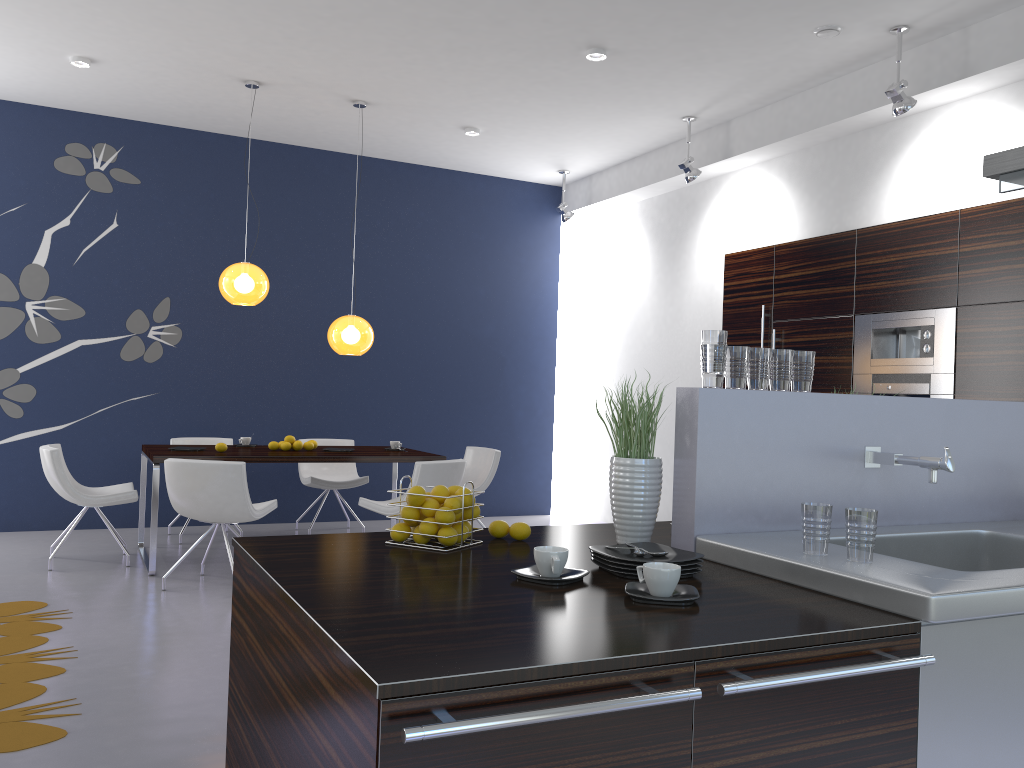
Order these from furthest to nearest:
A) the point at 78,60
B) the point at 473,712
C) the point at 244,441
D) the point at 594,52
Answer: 1. the point at 244,441
2. the point at 78,60
3. the point at 594,52
4. the point at 473,712

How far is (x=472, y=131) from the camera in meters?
7.5 m

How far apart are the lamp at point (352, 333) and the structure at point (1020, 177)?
4.7 meters

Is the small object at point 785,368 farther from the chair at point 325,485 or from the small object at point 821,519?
the chair at point 325,485

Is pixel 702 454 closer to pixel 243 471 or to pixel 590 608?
pixel 590 608

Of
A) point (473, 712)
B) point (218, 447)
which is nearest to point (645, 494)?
point (473, 712)

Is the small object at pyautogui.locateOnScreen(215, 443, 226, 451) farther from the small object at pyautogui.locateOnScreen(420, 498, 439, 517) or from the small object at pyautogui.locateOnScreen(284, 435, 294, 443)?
the small object at pyautogui.locateOnScreen(420, 498, 439, 517)

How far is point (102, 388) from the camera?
7.5 meters

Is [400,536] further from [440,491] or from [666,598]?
[666,598]

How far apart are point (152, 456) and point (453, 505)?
4.1 meters
